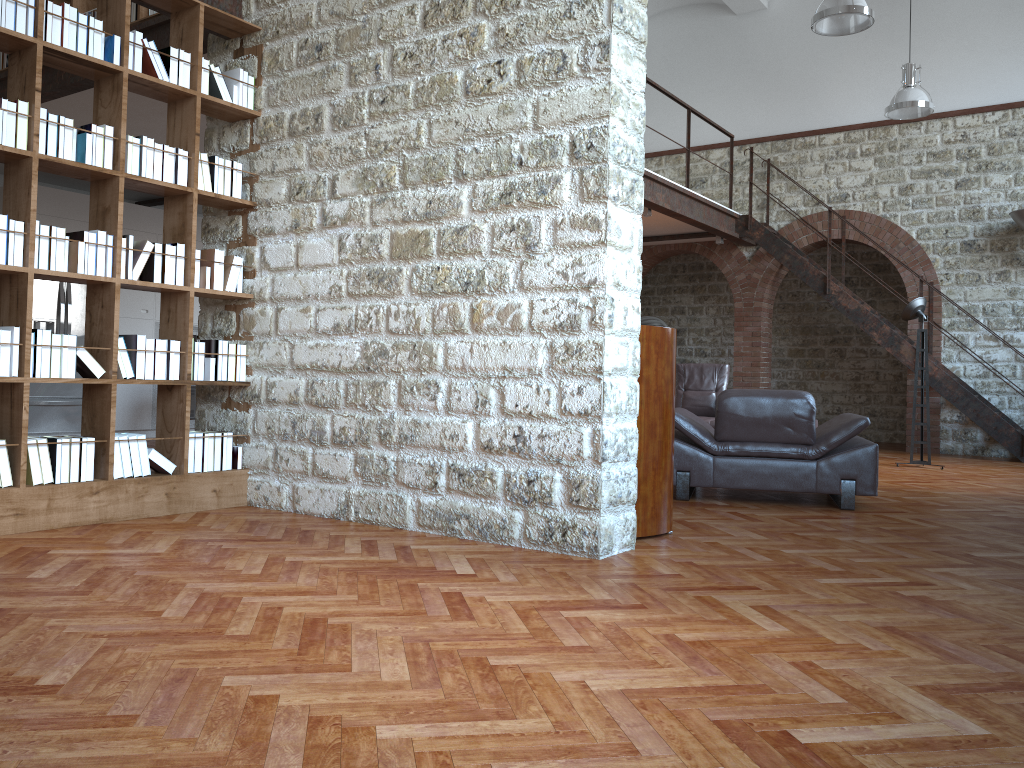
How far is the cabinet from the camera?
10.09m

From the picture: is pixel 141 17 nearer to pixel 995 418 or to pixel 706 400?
pixel 706 400

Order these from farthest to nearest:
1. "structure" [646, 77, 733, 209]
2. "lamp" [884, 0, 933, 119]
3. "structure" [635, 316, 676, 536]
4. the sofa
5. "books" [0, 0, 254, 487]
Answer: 1. the sofa
2. "lamp" [884, 0, 933, 119]
3. "structure" [646, 77, 733, 209]
4. "structure" [635, 316, 676, 536]
5. "books" [0, 0, 254, 487]

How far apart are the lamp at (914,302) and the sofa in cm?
206

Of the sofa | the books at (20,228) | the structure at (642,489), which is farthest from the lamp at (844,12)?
the books at (20,228)

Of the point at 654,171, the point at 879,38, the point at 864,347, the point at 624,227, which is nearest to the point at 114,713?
the point at 624,227

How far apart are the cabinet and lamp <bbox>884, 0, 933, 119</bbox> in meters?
8.4

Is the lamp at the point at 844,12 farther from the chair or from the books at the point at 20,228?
the books at the point at 20,228

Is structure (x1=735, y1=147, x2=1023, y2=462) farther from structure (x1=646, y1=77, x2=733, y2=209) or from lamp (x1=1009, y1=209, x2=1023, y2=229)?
structure (x1=646, y1=77, x2=733, y2=209)

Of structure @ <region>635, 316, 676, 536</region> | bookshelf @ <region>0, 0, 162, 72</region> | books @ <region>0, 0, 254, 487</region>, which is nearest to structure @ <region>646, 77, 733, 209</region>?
bookshelf @ <region>0, 0, 162, 72</region>
